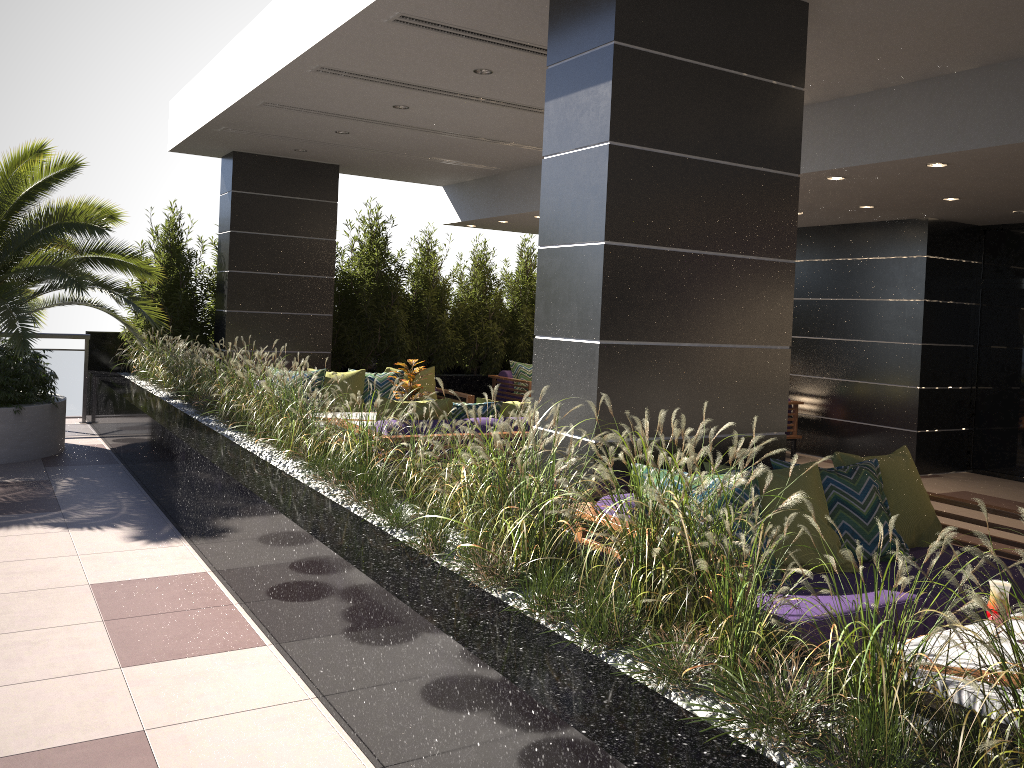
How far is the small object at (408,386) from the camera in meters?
7.9

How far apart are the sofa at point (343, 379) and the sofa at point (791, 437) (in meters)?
3.83

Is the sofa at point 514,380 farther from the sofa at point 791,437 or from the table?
the table

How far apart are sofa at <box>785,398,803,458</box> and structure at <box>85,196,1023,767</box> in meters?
4.3

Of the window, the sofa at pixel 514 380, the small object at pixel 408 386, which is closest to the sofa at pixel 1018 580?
the small object at pixel 408 386

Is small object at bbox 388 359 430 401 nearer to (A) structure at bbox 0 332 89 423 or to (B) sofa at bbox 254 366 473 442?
(B) sofa at bbox 254 366 473 442

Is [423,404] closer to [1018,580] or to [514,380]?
[1018,580]

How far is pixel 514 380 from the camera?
11.7m

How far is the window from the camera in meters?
9.5 m

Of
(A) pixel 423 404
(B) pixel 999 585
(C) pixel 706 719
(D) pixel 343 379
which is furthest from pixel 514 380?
(C) pixel 706 719
